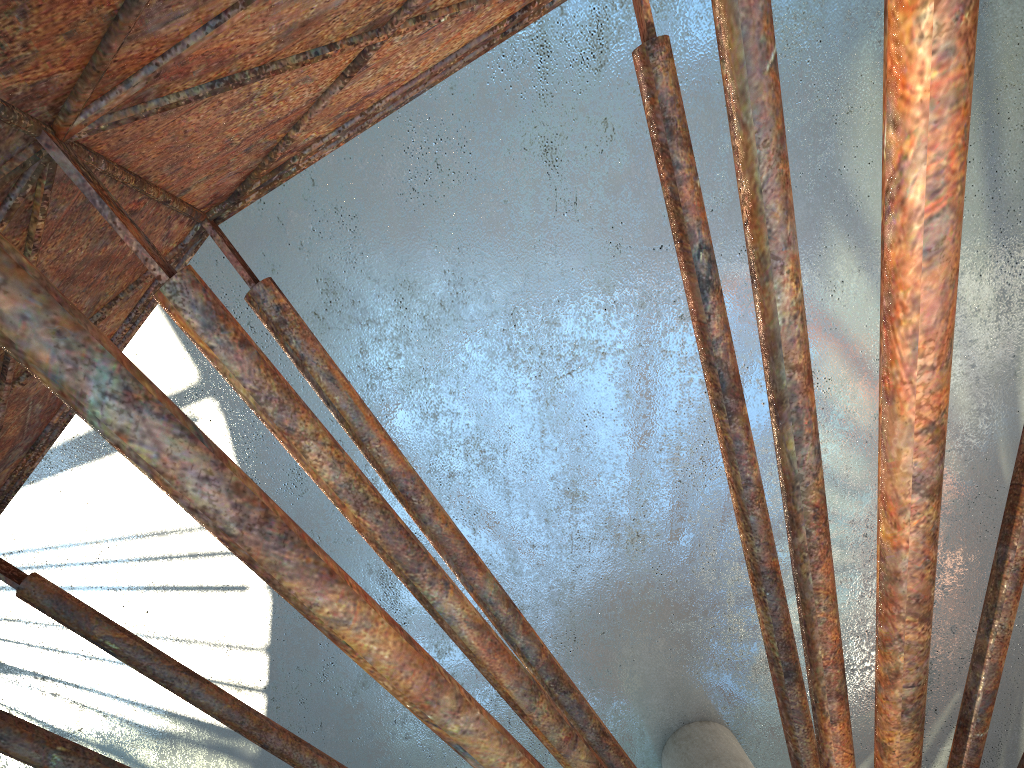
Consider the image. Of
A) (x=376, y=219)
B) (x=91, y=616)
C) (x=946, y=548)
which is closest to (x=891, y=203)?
(x=91, y=616)

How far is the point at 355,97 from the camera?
7.25m
